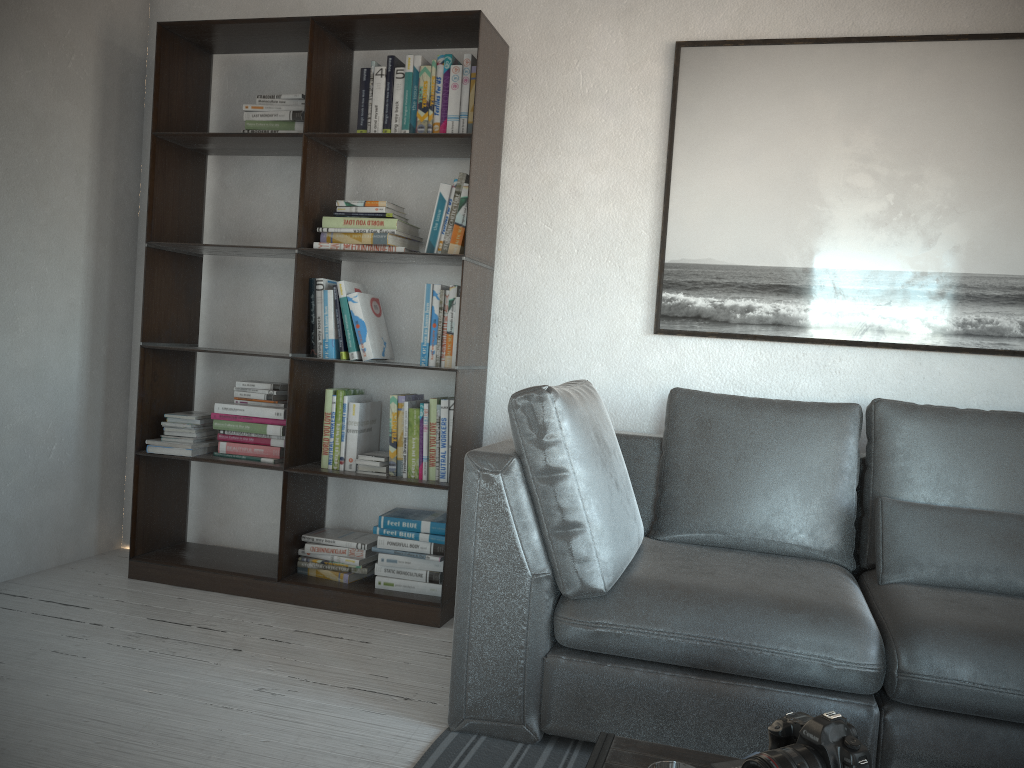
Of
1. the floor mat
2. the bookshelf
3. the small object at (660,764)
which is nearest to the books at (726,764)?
the small object at (660,764)

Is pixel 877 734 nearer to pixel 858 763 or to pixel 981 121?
pixel 858 763

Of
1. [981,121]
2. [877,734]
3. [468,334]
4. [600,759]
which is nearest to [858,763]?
[600,759]

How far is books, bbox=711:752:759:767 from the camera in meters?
1.3

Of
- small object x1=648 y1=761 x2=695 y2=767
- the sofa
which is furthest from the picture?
small object x1=648 y1=761 x2=695 y2=767

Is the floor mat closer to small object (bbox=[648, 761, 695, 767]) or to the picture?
small object (bbox=[648, 761, 695, 767])

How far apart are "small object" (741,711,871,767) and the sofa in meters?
0.7

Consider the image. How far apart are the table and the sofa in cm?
59

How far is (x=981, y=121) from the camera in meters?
2.9 m

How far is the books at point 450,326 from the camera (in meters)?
3.12
